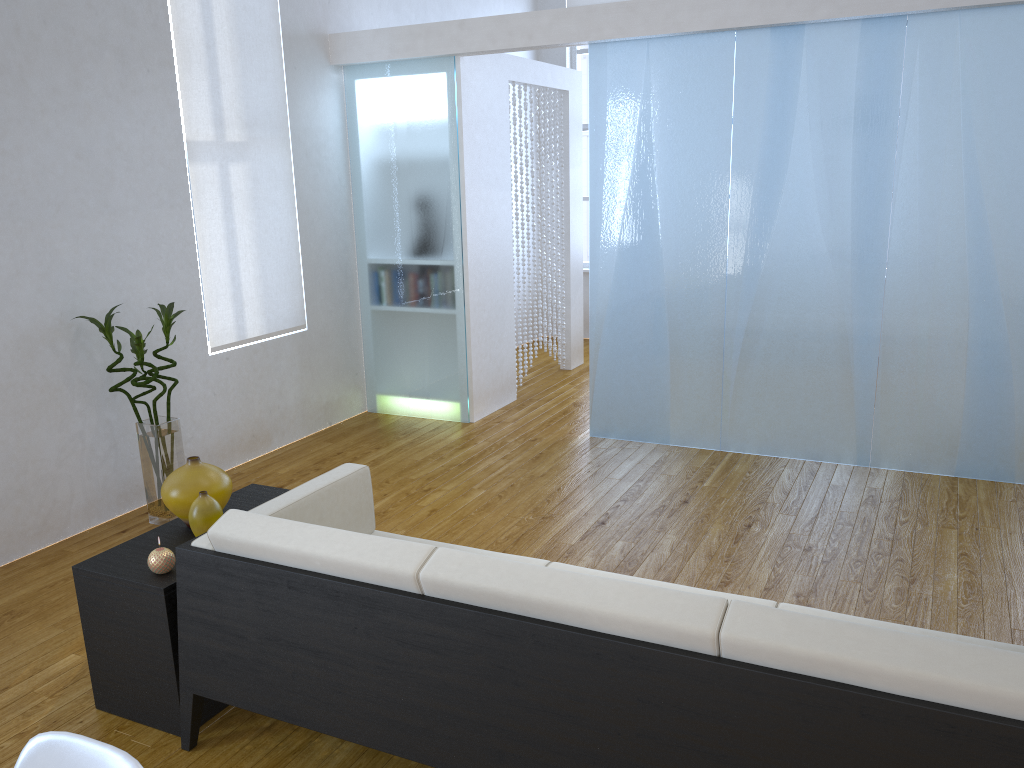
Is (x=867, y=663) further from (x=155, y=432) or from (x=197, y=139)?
(x=197, y=139)

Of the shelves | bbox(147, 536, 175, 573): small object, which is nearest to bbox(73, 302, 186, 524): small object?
the shelves

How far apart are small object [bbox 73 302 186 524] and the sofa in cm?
132

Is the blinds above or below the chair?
above

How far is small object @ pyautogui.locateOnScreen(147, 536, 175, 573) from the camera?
2.4 meters

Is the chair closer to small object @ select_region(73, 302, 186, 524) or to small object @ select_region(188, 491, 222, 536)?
small object @ select_region(188, 491, 222, 536)

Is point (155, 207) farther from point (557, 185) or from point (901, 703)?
point (901, 703)

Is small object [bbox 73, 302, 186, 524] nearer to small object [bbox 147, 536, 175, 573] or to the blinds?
the blinds

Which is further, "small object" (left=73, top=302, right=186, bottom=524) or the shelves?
"small object" (left=73, top=302, right=186, bottom=524)

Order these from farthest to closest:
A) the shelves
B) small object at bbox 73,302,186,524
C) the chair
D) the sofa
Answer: small object at bbox 73,302,186,524
the shelves
the sofa
the chair
